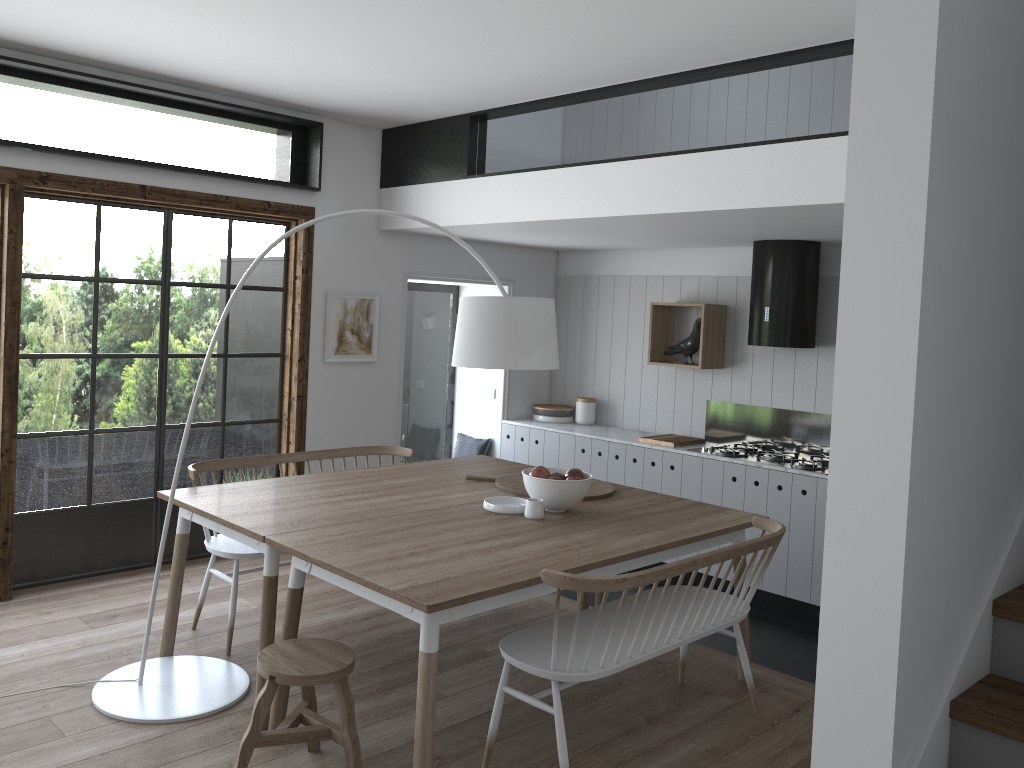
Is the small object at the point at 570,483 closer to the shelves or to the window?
the window

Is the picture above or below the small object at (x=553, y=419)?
above

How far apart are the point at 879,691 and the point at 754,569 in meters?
1.5 m

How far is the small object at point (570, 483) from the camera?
3.83m

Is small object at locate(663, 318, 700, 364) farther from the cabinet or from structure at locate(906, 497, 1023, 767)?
structure at locate(906, 497, 1023, 767)

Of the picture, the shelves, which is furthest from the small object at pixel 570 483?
the shelves

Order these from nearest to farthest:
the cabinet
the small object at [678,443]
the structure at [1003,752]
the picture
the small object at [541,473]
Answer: the structure at [1003,752], the small object at [541,473], the cabinet, the picture, the small object at [678,443]

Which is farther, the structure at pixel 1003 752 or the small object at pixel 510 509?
the small object at pixel 510 509

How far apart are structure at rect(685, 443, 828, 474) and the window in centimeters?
267cm

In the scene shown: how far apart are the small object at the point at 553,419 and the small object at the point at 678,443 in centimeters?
102cm
